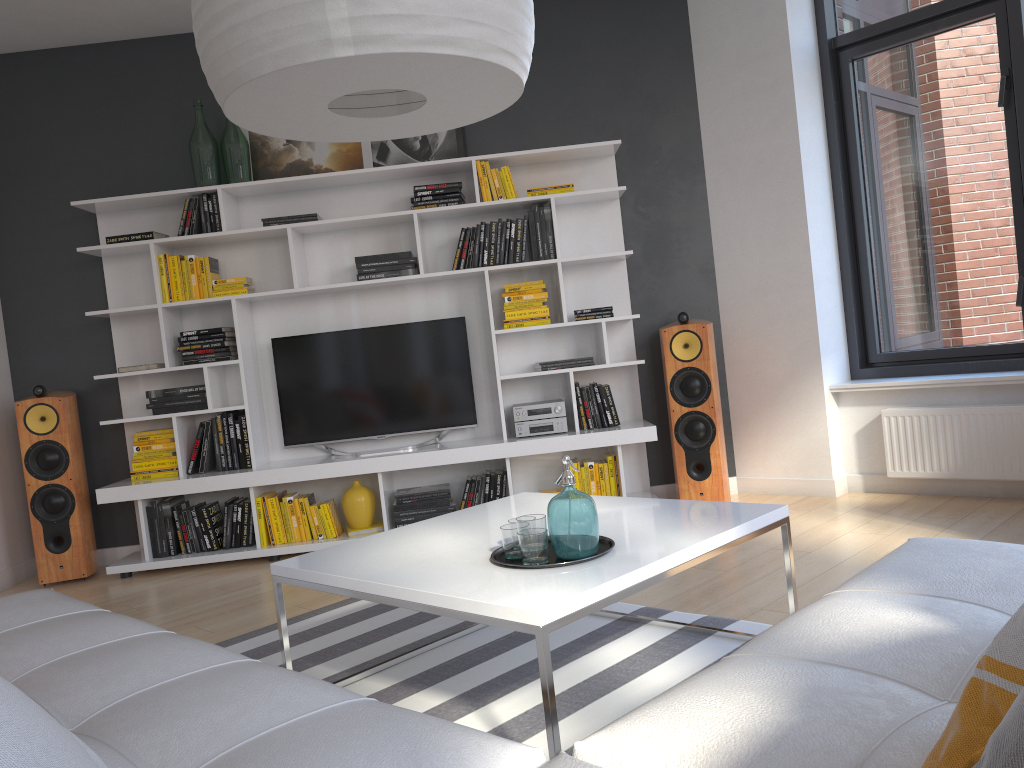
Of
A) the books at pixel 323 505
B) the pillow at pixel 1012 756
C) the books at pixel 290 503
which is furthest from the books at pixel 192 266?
the pillow at pixel 1012 756

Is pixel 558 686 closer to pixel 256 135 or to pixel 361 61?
pixel 361 61

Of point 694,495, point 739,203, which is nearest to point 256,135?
point 739,203

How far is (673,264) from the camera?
5.15m

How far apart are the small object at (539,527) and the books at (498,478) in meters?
2.3

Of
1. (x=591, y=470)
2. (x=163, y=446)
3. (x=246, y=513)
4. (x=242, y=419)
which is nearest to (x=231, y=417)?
(x=242, y=419)

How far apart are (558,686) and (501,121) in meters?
3.5 m

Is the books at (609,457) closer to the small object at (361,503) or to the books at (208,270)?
the small object at (361,503)

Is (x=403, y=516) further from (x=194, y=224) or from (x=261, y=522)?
(x=194, y=224)

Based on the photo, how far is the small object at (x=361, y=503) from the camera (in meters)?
4.82
